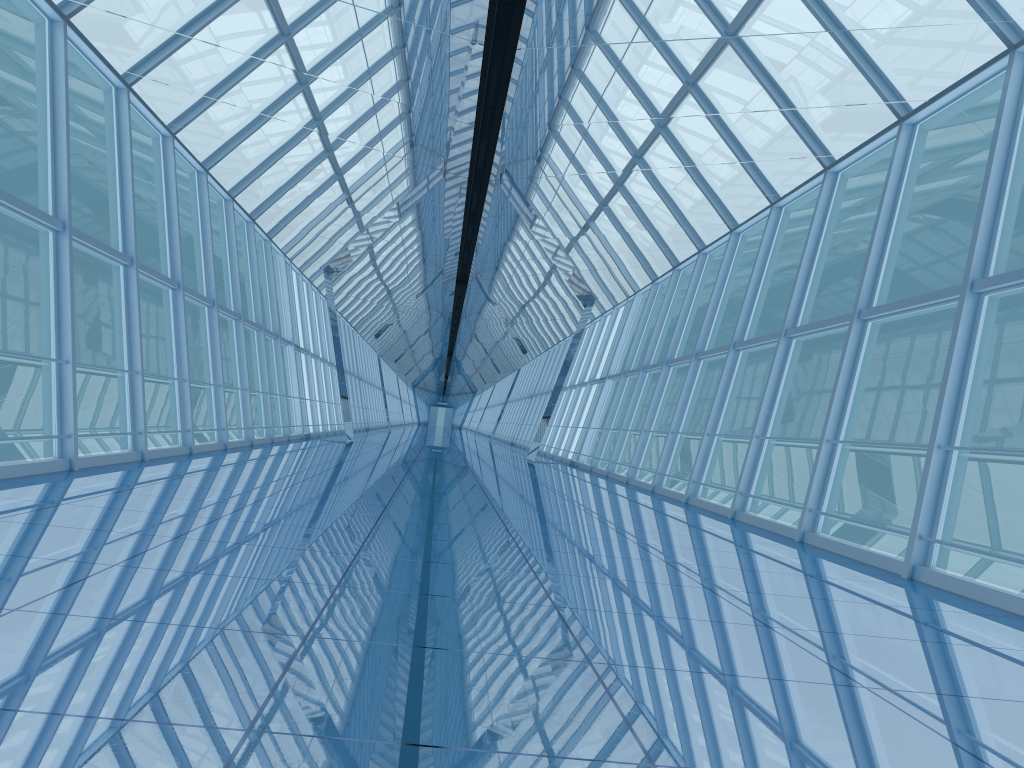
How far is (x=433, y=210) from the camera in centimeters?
1237cm

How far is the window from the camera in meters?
8.4 m

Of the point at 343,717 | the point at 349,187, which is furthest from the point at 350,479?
the point at 343,717

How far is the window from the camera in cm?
840

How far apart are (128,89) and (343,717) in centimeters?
1025cm
